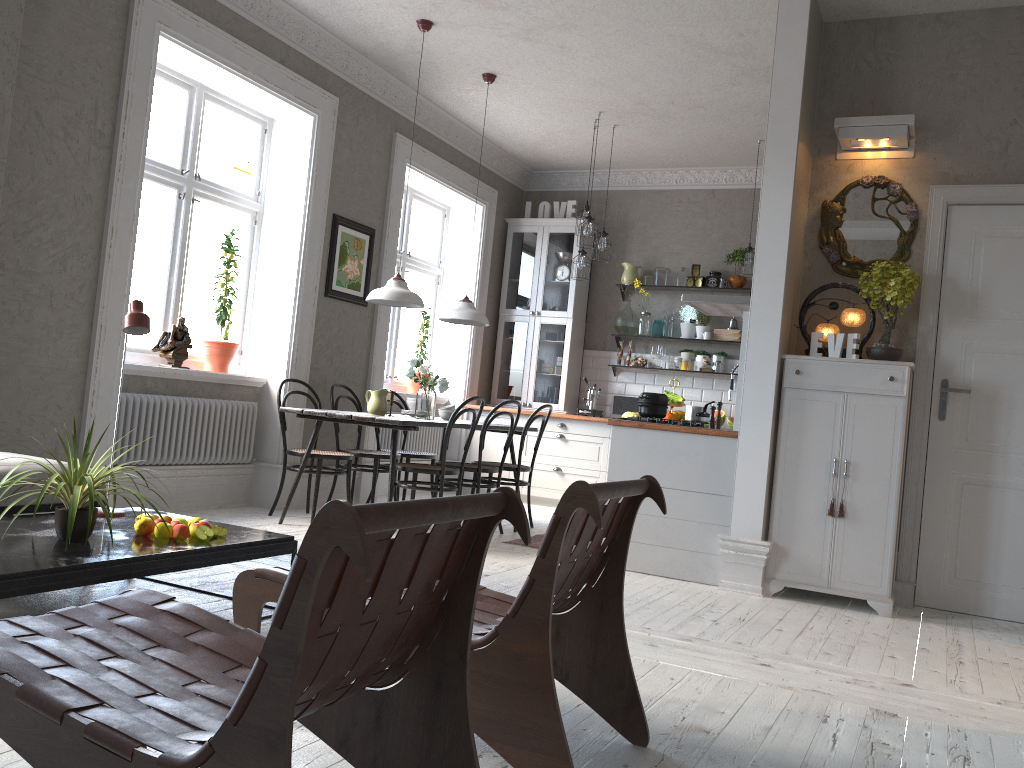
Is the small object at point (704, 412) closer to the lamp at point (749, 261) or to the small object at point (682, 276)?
the lamp at point (749, 261)

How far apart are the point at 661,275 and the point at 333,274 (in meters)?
3.27

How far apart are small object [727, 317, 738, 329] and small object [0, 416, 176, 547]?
6.08m

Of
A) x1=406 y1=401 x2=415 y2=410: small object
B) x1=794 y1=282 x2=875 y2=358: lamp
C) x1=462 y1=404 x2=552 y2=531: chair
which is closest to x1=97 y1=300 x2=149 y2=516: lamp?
x1=406 y1=401 x2=415 y2=410: small object

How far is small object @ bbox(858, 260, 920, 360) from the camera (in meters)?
4.53

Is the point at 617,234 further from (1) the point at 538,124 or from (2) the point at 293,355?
(2) the point at 293,355

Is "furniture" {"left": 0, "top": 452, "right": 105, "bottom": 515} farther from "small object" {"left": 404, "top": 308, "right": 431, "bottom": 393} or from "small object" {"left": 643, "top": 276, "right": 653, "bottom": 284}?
"small object" {"left": 643, "top": 276, "right": 653, "bottom": 284}

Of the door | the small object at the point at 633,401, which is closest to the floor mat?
the door

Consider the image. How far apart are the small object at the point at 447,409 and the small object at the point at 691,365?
2.8m

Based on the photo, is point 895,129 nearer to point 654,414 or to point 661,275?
Answer: point 654,414
